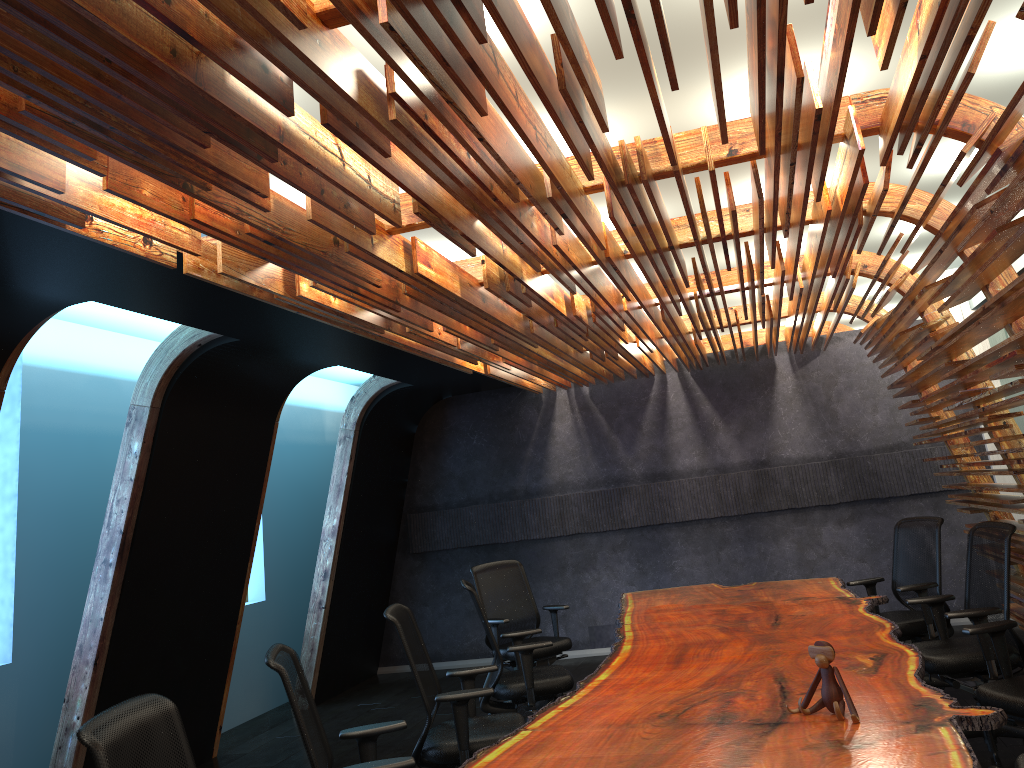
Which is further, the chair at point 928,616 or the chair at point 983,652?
the chair at point 928,616

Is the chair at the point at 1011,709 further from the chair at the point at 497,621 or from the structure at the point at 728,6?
the chair at the point at 497,621

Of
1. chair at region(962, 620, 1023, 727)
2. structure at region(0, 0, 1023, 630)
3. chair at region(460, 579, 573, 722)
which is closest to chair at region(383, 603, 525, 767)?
chair at region(460, 579, 573, 722)

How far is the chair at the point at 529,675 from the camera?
5.87m

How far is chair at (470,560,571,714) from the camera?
7.4m

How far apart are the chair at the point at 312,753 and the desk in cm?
28

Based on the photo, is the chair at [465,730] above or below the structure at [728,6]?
below

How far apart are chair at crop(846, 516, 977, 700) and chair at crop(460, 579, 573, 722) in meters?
2.4 m

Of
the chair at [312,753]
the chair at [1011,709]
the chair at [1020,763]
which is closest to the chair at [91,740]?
the chair at [312,753]

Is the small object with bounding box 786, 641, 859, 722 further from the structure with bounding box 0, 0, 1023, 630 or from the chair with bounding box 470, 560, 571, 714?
the chair with bounding box 470, 560, 571, 714
